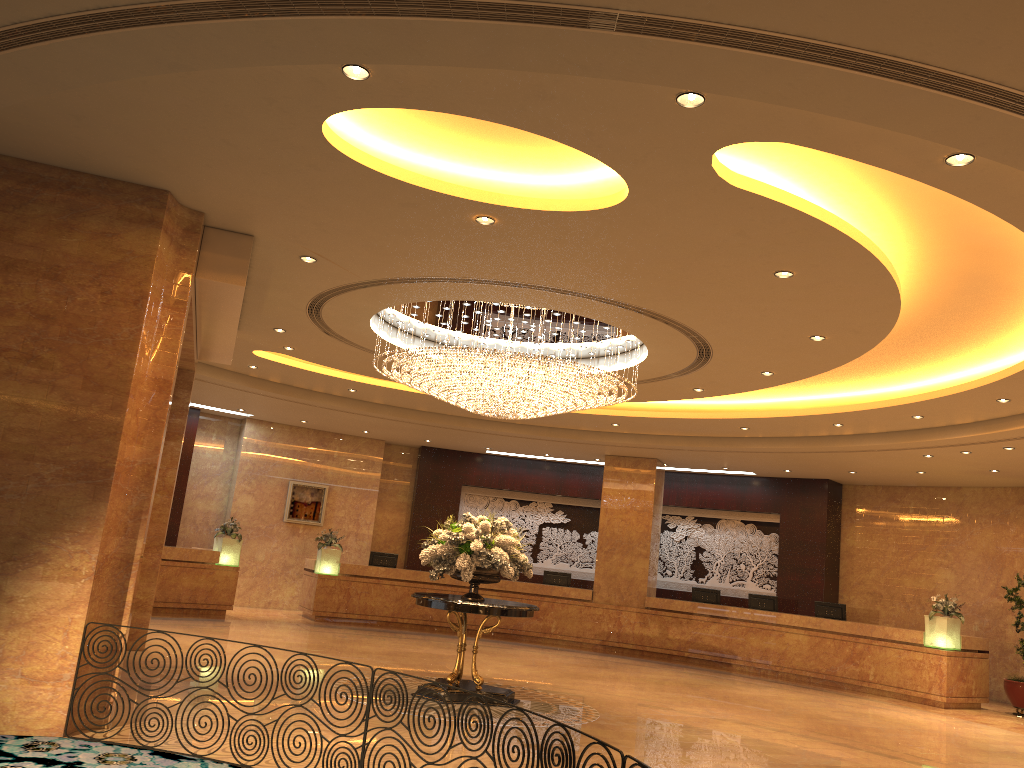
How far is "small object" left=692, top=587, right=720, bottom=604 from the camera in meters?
17.9 m

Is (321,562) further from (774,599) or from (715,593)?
(774,599)

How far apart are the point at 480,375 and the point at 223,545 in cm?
897

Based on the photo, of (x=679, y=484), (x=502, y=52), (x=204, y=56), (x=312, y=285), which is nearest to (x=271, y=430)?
(x=679, y=484)

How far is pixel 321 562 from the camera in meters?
17.6 m

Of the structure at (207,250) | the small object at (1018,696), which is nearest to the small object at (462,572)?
the structure at (207,250)

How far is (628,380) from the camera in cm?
1001

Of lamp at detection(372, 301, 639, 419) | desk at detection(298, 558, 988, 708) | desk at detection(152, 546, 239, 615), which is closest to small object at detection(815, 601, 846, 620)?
desk at detection(298, 558, 988, 708)

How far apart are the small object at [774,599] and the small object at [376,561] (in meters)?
7.32

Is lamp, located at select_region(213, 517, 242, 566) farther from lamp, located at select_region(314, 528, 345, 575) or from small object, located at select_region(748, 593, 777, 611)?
small object, located at select_region(748, 593, 777, 611)
